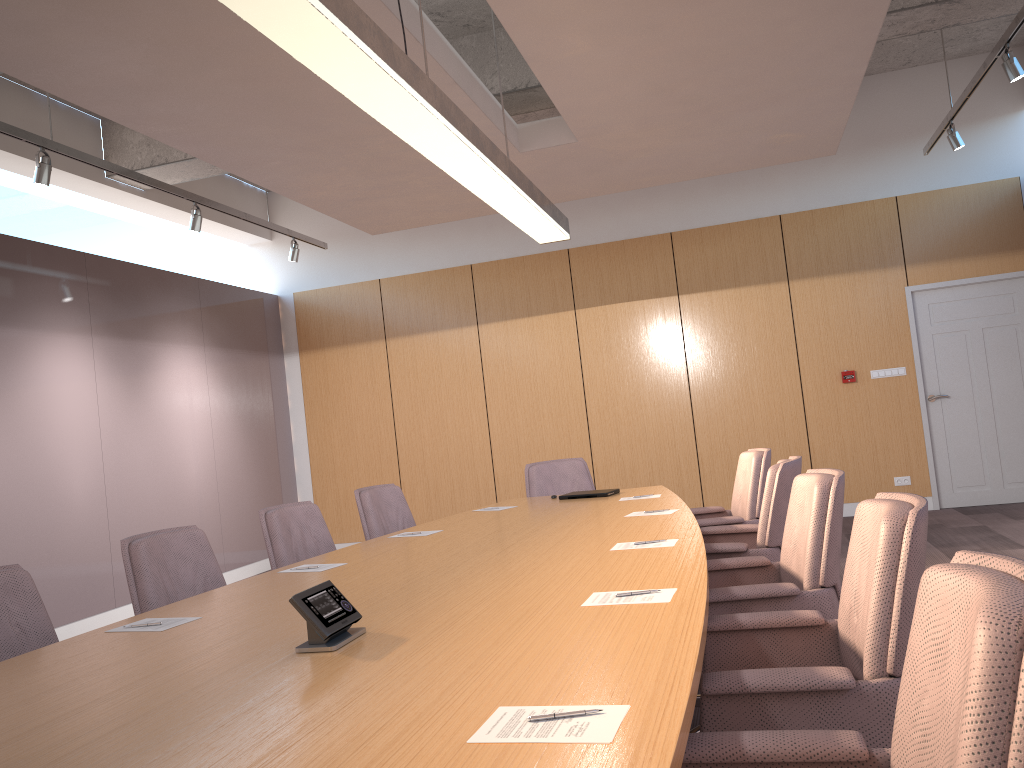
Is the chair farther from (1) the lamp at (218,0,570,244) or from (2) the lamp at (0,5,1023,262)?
(2) the lamp at (0,5,1023,262)

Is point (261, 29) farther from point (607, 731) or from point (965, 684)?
point (965, 684)

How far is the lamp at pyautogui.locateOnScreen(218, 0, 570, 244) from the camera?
2.4 meters

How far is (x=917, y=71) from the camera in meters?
8.6

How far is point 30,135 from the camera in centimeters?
513cm

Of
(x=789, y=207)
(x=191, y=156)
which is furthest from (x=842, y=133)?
(x=191, y=156)

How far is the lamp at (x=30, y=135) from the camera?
5.13m

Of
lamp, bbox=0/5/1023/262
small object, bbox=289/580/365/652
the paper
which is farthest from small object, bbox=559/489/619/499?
lamp, bbox=0/5/1023/262

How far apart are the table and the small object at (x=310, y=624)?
0.0m

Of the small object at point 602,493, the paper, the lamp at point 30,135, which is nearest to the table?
the paper
